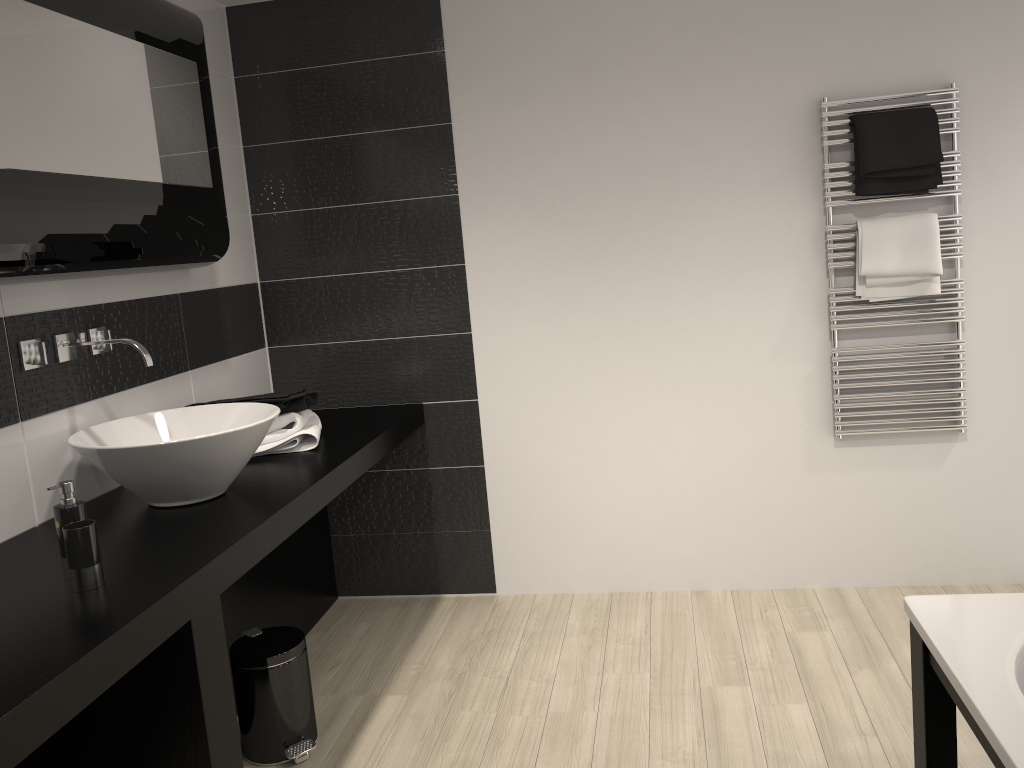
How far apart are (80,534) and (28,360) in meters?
0.8

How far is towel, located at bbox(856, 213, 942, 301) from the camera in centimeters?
320cm

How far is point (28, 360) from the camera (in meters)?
2.34

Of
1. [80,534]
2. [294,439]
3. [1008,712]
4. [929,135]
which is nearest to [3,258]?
[80,534]

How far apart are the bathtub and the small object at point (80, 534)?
1.7 meters

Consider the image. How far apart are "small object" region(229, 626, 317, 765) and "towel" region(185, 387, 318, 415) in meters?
0.7 m

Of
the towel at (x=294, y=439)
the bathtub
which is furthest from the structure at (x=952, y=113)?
the towel at (x=294, y=439)

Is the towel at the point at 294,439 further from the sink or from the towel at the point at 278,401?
the sink

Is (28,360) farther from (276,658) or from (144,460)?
(276,658)

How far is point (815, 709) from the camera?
2.7m
